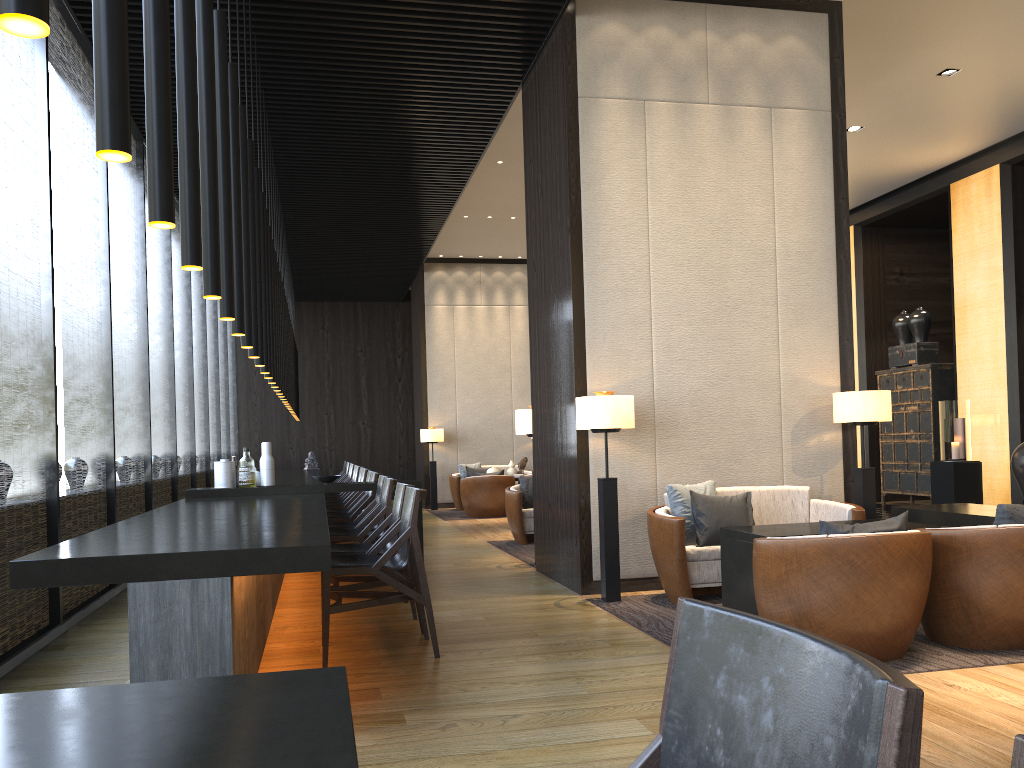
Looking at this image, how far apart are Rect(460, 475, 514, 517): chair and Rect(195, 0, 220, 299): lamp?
9.36m

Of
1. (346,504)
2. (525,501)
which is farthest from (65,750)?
(525,501)

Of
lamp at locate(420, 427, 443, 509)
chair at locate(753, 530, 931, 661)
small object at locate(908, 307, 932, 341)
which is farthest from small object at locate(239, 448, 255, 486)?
small object at locate(908, 307, 932, 341)

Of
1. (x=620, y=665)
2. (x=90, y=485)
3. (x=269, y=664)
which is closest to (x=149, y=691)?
(x=620, y=665)

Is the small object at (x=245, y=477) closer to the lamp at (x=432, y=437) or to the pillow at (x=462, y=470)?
the lamp at (x=432, y=437)

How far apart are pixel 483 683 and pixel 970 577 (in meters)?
2.25

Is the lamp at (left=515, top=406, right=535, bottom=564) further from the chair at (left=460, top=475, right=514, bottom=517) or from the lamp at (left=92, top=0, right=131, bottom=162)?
the lamp at (left=92, top=0, right=131, bottom=162)

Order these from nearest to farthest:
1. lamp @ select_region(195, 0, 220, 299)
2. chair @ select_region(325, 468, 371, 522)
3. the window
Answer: lamp @ select_region(195, 0, 220, 299)
the window
chair @ select_region(325, 468, 371, 522)

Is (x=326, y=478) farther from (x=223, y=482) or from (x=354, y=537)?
(x=354, y=537)

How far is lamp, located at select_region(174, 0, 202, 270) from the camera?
2.6m
